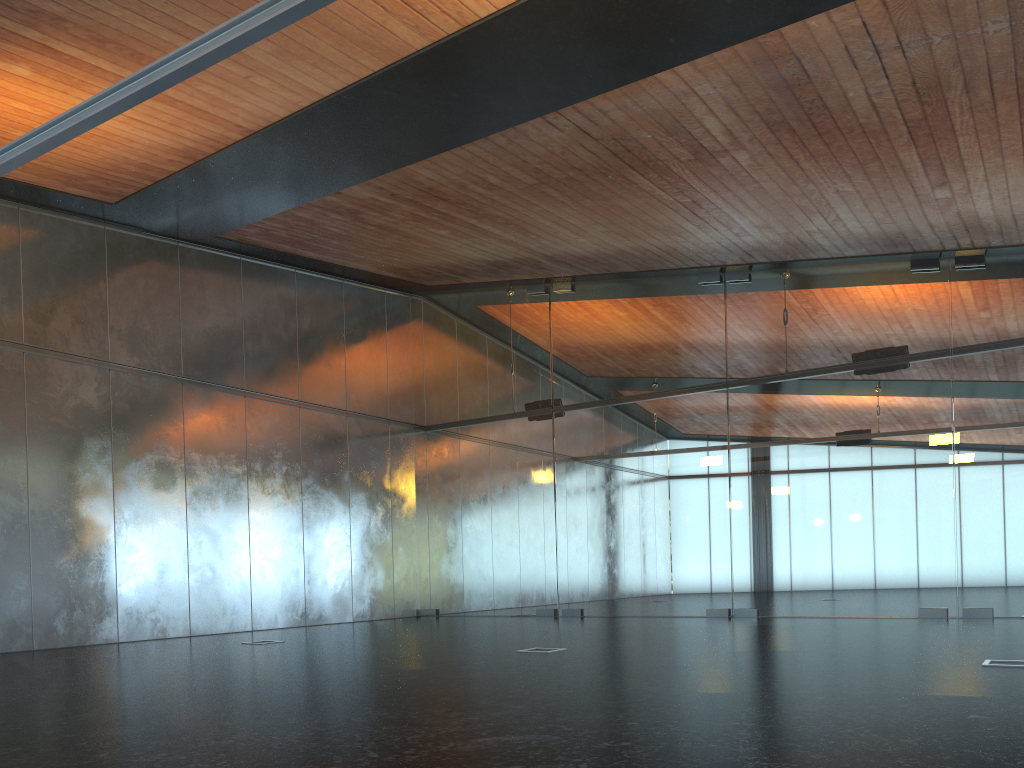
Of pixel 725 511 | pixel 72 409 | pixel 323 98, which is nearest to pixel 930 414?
pixel 725 511
